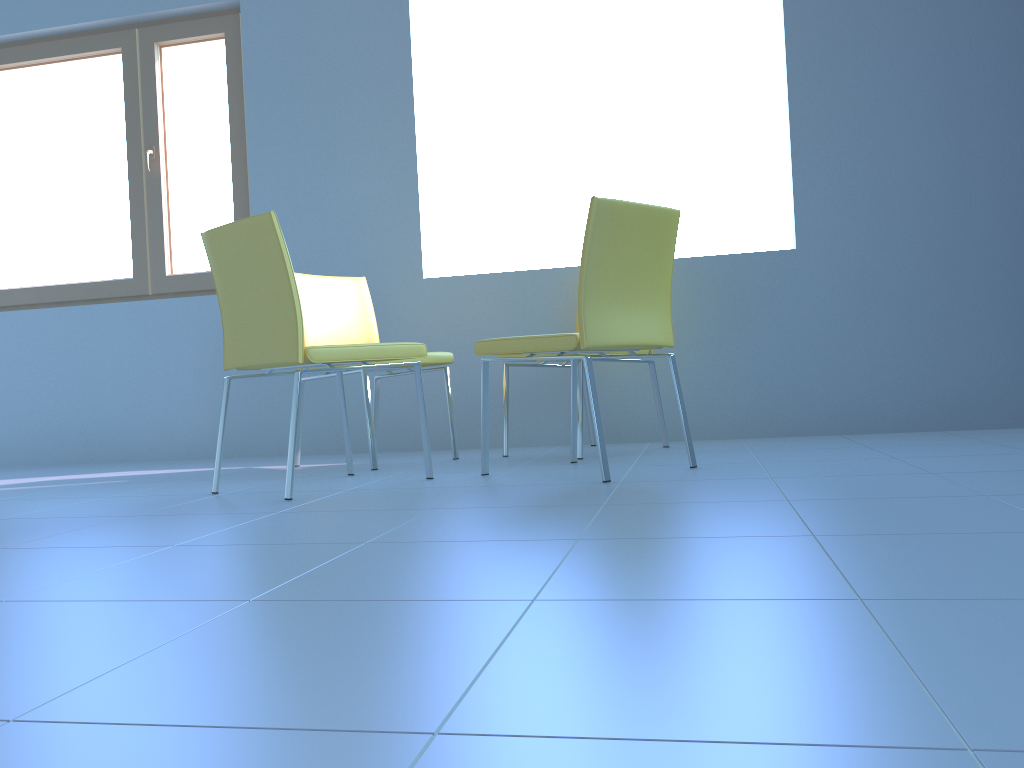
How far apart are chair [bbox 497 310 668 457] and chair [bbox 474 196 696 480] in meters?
0.1

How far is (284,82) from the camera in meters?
3.8

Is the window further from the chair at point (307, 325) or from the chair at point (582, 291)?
the chair at point (582, 291)

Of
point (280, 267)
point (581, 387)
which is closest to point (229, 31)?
point (280, 267)

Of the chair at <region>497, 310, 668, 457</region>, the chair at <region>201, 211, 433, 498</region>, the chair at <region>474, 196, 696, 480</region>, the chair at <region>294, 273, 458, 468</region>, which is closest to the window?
the chair at <region>294, 273, 458, 468</region>

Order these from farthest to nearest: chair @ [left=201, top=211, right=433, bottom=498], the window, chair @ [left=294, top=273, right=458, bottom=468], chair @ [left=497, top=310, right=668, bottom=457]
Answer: the window
chair @ [left=294, top=273, right=458, bottom=468]
chair @ [left=497, top=310, right=668, bottom=457]
chair @ [left=201, top=211, right=433, bottom=498]

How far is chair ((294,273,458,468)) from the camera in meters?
3.1

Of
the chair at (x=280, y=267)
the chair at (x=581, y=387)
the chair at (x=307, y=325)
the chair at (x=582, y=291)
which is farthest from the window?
the chair at (x=582, y=291)

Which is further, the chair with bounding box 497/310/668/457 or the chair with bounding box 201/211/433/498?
the chair with bounding box 497/310/668/457

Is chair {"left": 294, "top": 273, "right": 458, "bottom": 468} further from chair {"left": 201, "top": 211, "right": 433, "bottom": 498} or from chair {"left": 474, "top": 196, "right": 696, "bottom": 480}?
chair {"left": 474, "top": 196, "right": 696, "bottom": 480}
